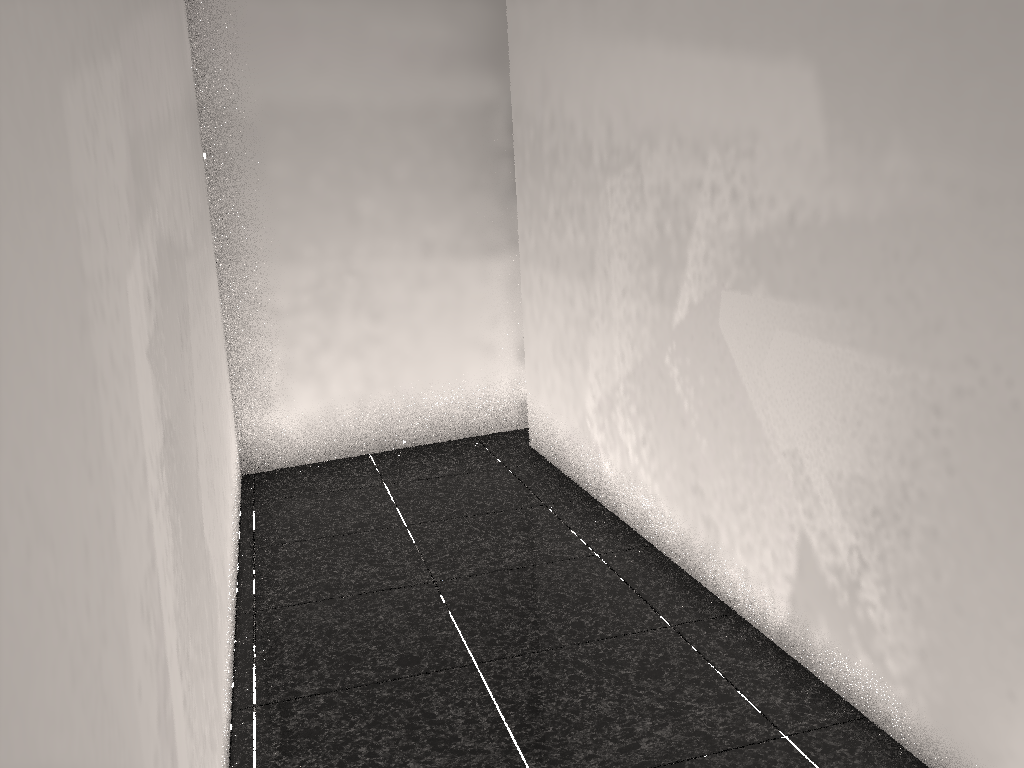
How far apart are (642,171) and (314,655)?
1.86m

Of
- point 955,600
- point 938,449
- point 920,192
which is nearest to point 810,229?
point 920,192

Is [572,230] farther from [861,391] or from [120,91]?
[120,91]

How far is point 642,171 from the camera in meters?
3.0 m
